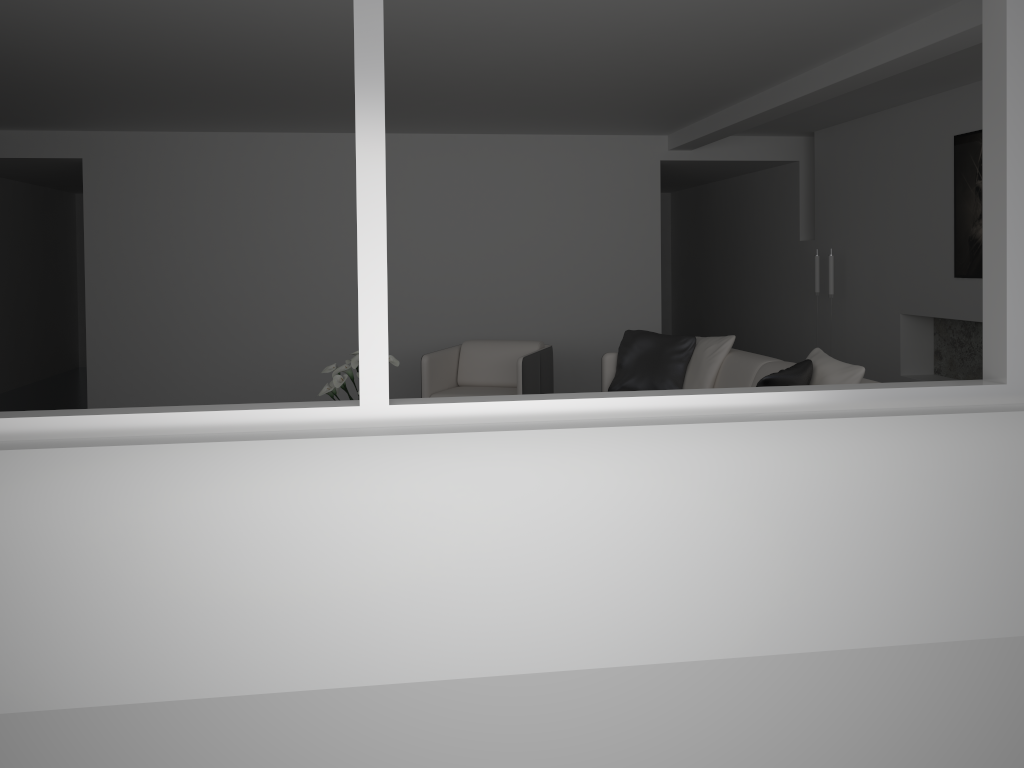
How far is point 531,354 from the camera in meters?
Answer: 6.3 m

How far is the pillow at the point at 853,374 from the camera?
4.3m

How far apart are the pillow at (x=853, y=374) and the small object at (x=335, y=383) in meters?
2.3 m

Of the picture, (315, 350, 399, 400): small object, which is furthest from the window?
the picture

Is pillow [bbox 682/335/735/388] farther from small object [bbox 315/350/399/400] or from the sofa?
small object [bbox 315/350/399/400]

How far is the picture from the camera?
5.89m

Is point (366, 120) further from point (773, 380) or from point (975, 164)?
point (975, 164)

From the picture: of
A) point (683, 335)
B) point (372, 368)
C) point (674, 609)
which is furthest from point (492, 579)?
point (683, 335)

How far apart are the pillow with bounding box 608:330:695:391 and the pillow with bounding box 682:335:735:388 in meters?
0.0

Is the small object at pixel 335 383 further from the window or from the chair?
the window
